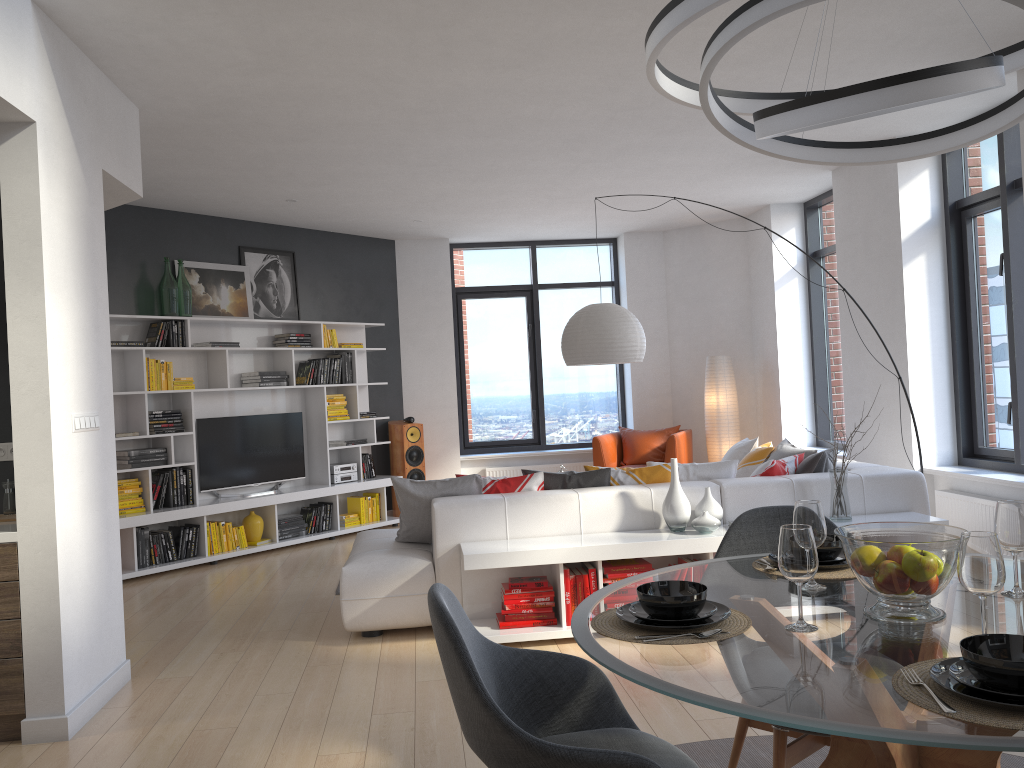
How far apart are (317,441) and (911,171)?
5.6m

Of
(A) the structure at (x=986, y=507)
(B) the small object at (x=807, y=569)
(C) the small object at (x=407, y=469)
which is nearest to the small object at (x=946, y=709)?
(B) the small object at (x=807, y=569)

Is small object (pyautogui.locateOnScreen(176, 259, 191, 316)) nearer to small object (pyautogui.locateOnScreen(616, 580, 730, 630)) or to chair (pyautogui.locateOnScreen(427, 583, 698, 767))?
chair (pyautogui.locateOnScreen(427, 583, 698, 767))

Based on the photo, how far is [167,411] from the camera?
7.21m

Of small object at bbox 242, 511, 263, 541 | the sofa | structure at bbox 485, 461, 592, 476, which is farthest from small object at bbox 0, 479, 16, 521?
structure at bbox 485, 461, 592, 476

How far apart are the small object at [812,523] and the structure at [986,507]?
4.0 meters

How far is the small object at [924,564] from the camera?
1.9m

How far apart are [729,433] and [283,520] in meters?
4.5

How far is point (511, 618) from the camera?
4.6m

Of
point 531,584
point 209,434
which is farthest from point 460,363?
point 531,584
